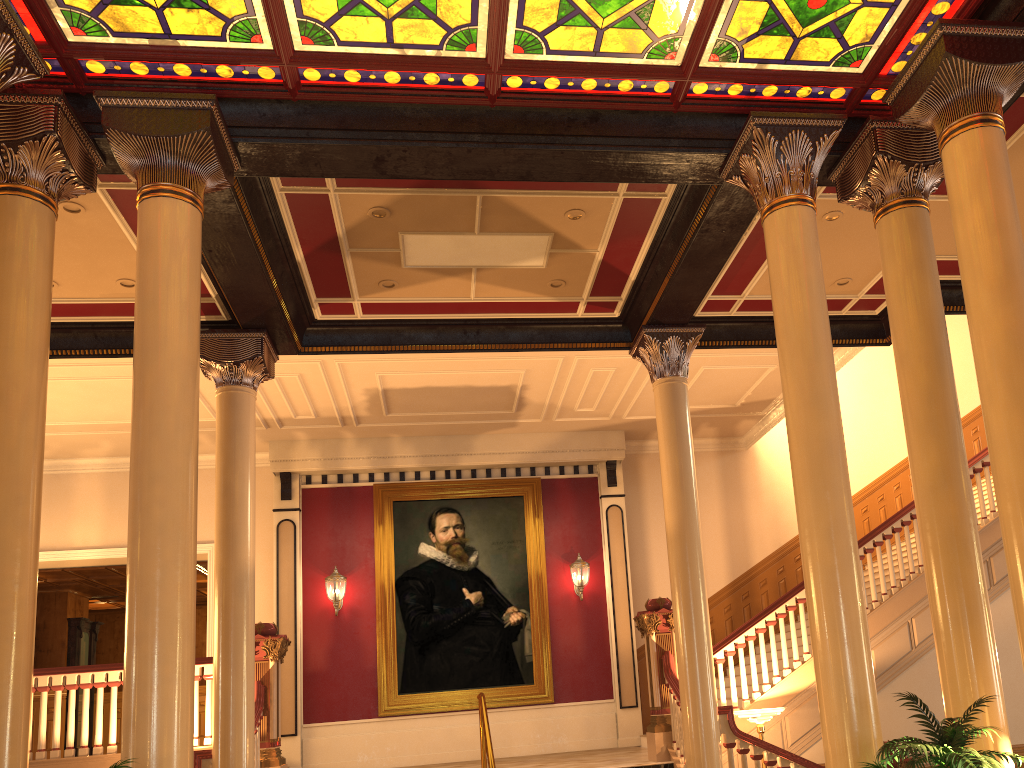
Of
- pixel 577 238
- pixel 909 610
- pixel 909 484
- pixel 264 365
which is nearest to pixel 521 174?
pixel 577 238

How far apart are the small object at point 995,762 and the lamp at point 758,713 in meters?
4.0

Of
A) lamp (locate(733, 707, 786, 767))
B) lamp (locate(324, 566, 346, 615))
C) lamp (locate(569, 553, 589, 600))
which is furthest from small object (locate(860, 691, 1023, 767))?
lamp (locate(324, 566, 346, 615))

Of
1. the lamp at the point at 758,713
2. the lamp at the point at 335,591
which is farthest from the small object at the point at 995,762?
the lamp at the point at 335,591

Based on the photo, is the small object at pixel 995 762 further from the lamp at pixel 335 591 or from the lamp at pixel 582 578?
the lamp at pixel 335 591

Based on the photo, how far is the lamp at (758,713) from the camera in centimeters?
826cm

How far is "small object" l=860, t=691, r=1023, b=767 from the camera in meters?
3.8

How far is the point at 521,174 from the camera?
6.46m

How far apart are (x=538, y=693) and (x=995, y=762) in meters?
9.1 m

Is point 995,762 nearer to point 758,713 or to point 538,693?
point 758,713
